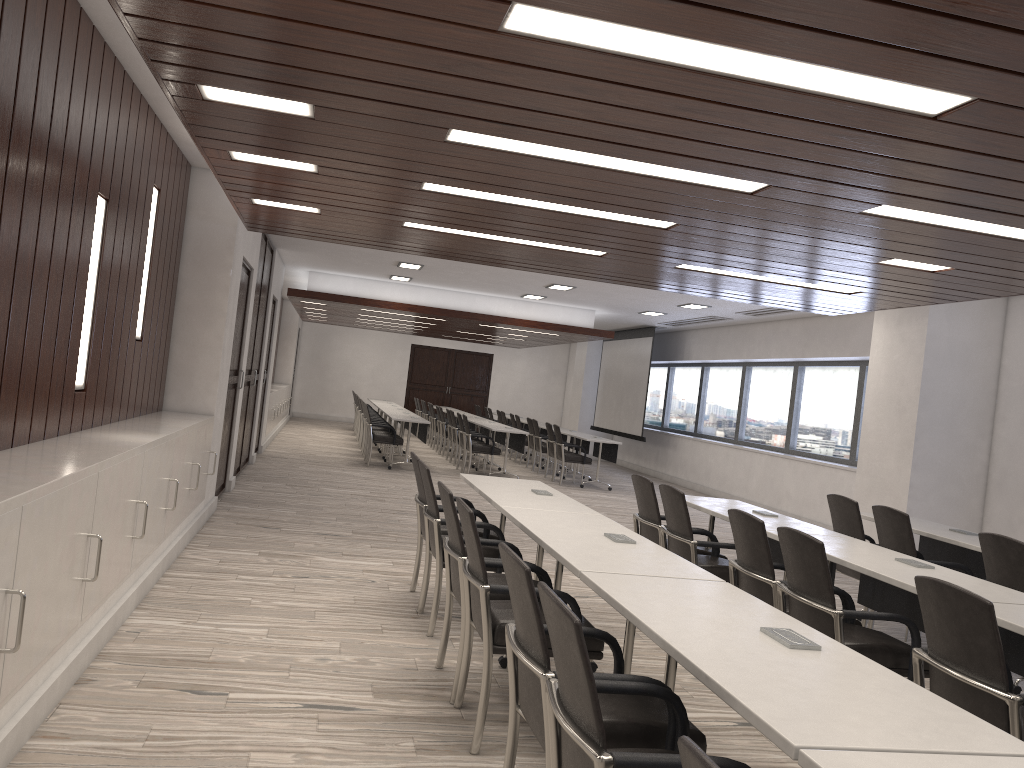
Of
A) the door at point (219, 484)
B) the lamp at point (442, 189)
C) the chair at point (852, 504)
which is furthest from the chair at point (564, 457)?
the lamp at point (442, 189)

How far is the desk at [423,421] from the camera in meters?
13.2

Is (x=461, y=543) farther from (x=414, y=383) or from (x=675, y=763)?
(x=414, y=383)

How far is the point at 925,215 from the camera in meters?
4.3 m

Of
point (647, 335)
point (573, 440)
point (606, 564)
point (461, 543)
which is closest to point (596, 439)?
point (573, 440)

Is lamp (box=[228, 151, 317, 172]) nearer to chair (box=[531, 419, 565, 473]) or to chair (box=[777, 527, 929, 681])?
chair (box=[777, 527, 929, 681])

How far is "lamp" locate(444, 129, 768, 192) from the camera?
3.9 meters

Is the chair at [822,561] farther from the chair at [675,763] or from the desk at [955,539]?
the desk at [955,539]

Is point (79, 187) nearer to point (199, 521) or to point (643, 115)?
point (643, 115)

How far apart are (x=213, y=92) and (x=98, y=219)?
1.6m
